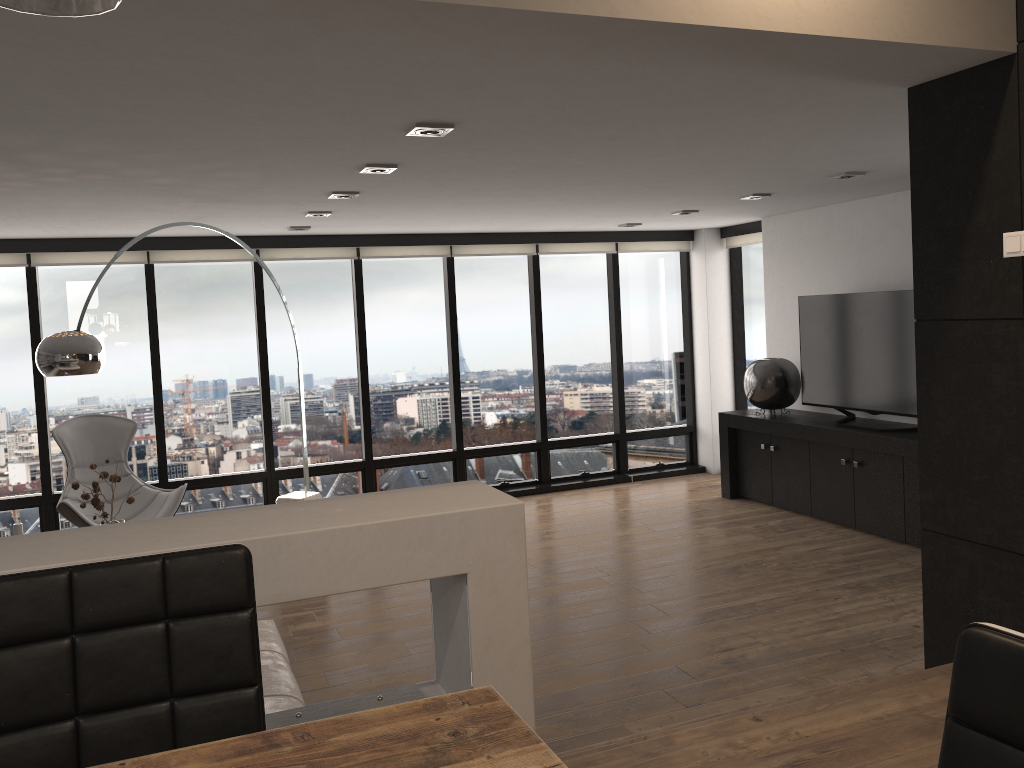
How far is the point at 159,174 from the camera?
4.2 meters

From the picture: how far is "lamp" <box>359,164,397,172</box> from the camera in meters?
4.3

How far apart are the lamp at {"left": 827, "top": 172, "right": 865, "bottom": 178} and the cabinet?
1.77m

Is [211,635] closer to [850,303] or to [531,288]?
[850,303]

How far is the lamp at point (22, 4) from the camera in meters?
0.5 m

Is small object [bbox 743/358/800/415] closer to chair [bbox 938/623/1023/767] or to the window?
the window

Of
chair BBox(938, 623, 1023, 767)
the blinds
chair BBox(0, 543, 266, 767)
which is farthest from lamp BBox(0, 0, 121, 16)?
the blinds

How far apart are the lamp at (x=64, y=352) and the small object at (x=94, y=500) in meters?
0.6

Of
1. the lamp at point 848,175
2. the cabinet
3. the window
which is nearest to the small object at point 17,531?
the window

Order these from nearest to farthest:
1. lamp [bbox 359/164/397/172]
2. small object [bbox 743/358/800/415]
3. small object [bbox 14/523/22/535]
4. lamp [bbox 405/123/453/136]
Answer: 1. lamp [bbox 405/123/453/136]
2. small object [bbox 14/523/22/535]
3. lamp [bbox 359/164/397/172]
4. small object [bbox 743/358/800/415]
